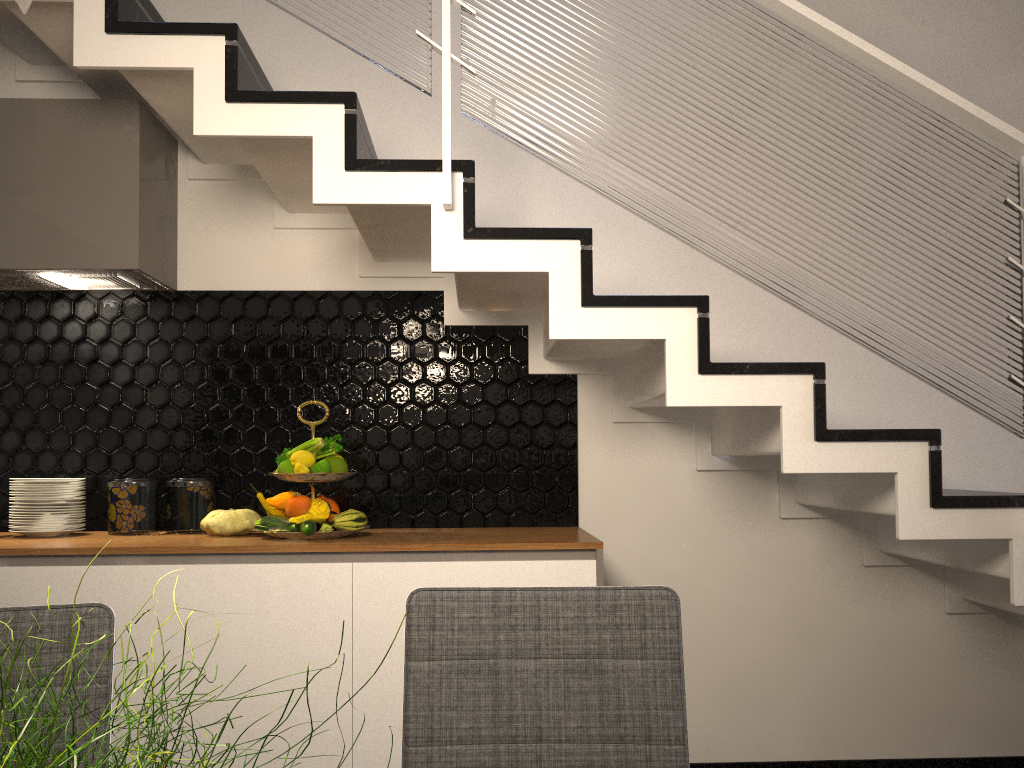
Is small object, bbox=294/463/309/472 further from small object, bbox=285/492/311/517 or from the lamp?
the lamp

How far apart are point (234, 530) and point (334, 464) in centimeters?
38cm

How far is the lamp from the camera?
0.8 meters

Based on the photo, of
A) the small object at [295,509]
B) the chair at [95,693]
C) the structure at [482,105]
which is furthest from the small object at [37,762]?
the small object at [295,509]

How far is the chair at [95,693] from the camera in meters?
1.2

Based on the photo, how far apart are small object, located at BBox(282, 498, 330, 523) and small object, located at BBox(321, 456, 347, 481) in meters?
→ 0.1 m

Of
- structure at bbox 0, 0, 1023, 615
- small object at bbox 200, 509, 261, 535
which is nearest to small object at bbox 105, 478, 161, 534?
small object at bbox 200, 509, 261, 535

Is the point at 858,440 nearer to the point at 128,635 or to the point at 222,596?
the point at 222,596

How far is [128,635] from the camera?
2.4 meters

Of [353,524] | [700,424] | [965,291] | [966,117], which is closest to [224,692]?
[353,524]
